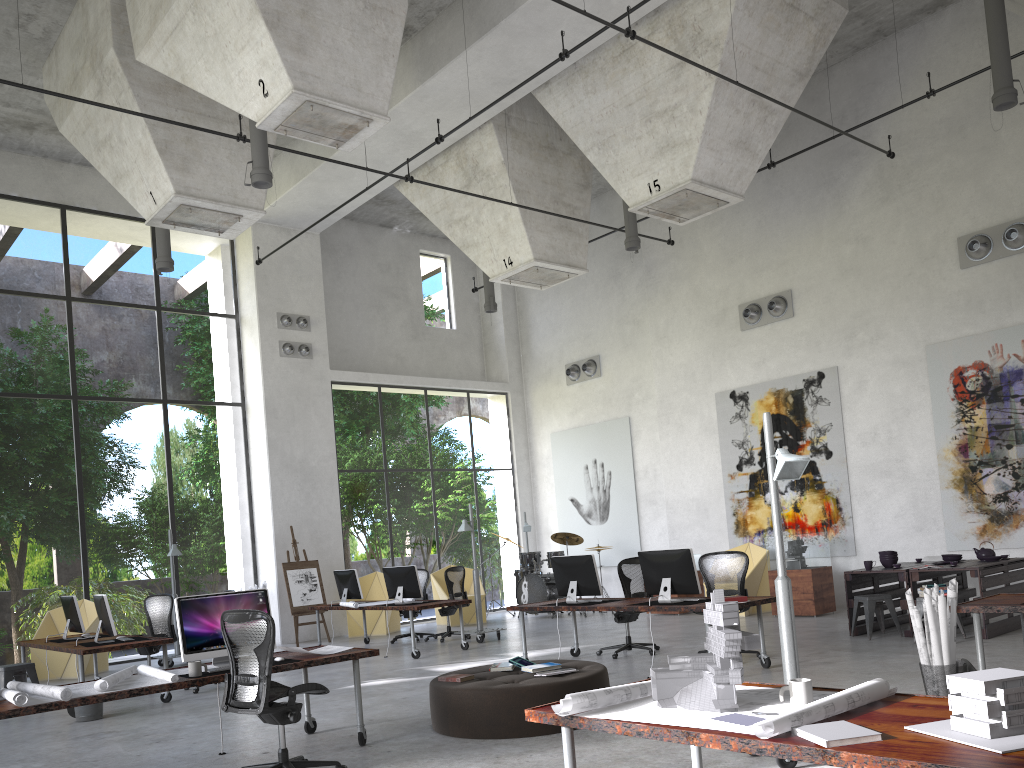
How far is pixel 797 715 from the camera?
3.01m

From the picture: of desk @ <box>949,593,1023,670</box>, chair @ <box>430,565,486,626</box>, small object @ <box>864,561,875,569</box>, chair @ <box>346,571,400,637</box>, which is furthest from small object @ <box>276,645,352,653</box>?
chair @ <box>430,565,486,626</box>

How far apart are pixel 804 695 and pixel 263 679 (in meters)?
3.42

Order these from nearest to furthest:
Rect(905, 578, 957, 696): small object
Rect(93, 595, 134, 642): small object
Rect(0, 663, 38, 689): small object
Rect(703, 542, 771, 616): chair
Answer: Rect(905, 578, 957, 696): small object, Rect(93, 595, 134, 642): small object, Rect(0, 663, 38, 689): small object, Rect(703, 542, 771, 616): chair

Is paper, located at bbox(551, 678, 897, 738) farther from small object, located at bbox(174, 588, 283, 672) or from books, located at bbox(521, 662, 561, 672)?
small object, located at bbox(174, 588, 283, 672)

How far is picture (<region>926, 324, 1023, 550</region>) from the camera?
12.03m

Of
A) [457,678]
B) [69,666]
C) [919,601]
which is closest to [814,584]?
[919,601]

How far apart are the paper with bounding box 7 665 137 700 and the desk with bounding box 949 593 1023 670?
5.9m

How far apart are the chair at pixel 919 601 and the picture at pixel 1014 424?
3.4m

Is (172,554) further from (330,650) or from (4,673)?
(330,650)
